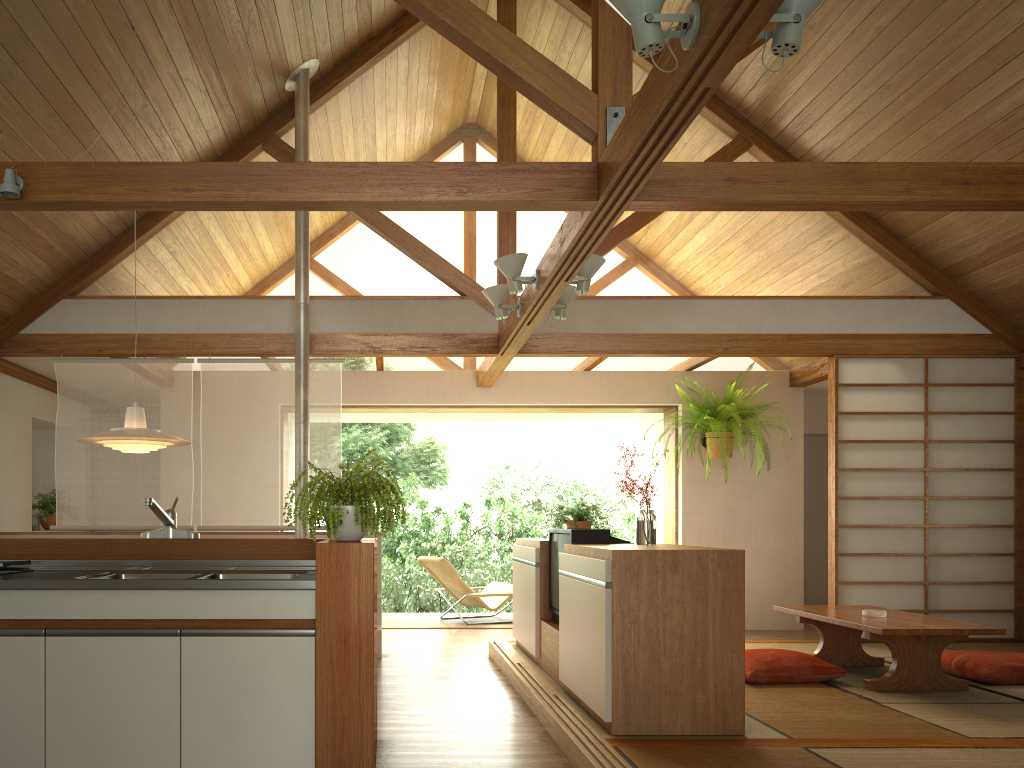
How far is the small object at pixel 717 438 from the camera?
7.33m

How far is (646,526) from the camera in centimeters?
432cm

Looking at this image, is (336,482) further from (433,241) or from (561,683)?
(433,241)

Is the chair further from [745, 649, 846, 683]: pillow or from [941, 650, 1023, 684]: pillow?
[941, 650, 1023, 684]: pillow

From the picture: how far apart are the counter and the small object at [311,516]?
0.17m

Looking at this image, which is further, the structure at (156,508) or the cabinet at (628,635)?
the cabinet at (628,635)

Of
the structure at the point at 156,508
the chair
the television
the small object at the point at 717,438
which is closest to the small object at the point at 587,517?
the television

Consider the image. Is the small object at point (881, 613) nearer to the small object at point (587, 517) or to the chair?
the small object at point (587, 517)

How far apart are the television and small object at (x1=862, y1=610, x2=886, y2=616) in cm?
159

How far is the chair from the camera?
8.0 meters
